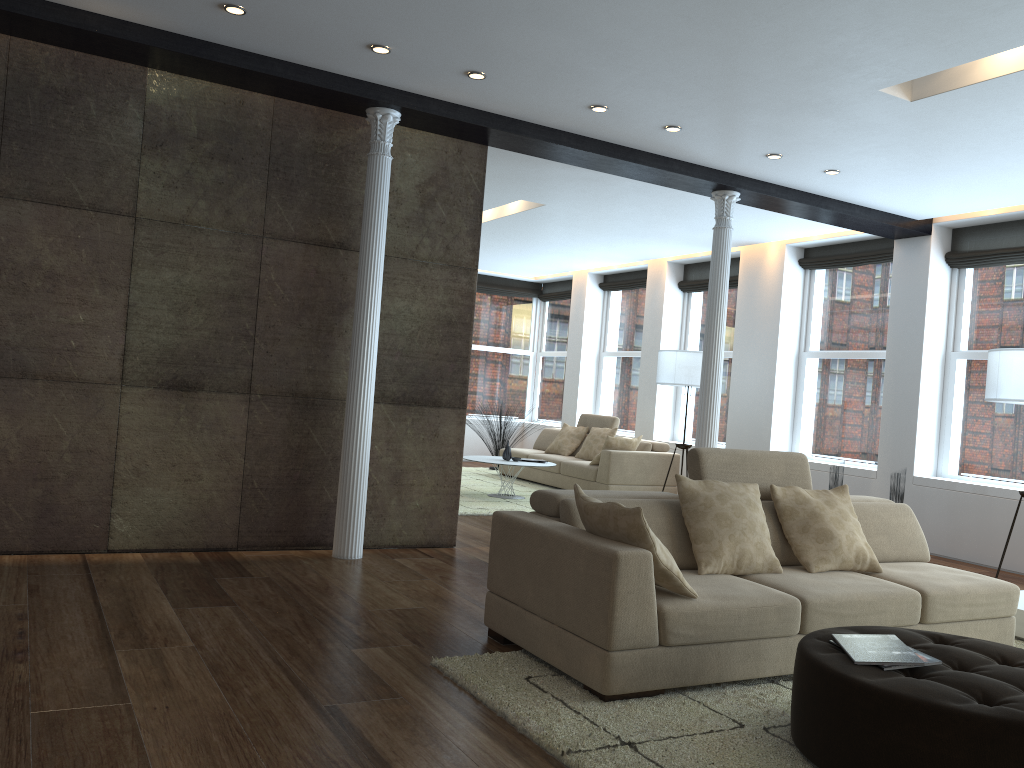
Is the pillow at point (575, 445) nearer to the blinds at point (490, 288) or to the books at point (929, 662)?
the blinds at point (490, 288)

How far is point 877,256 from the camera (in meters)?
8.91

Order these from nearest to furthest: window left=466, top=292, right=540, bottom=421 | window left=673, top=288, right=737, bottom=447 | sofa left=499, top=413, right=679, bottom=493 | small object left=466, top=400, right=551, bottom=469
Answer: Result: sofa left=499, top=413, right=679, bottom=493, window left=673, top=288, right=737, bottom=447, small object left=466, top=400, right=551, bottom=469, window left=466, top=292, right=540, bottom=421

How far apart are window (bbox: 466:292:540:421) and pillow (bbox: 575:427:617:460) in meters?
3.7

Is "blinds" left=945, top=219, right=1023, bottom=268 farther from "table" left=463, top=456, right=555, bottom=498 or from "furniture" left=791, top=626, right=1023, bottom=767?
"furniture" left=791, top=626, right=1023, bottom=767

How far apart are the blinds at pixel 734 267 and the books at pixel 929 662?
8.11m

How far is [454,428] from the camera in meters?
6.3

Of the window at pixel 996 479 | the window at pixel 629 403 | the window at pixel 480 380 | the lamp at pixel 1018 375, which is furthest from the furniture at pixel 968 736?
the window at pixel 480 380

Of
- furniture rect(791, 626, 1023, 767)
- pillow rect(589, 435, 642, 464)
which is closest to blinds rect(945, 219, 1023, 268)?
pillow rect(589, 435, 642, 464)

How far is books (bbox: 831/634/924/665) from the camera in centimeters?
288cm
